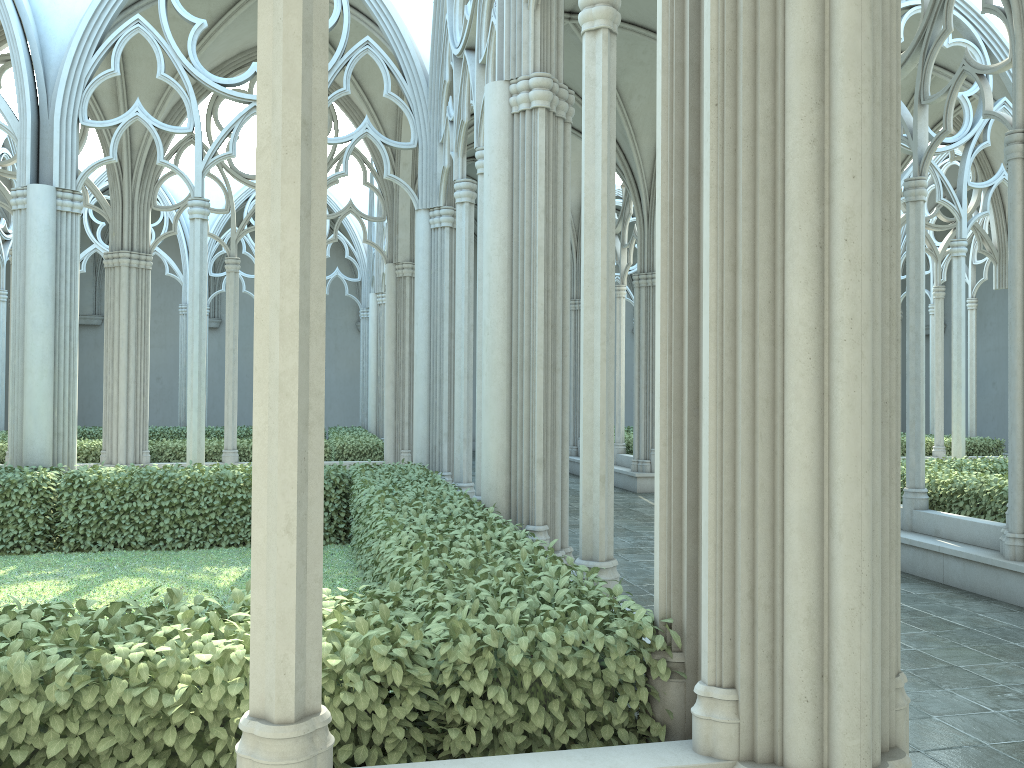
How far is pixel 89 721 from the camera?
2.8m

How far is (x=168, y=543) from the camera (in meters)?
9.38

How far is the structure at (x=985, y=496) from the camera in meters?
8.8 m

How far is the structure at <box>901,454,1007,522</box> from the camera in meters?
8.8 m

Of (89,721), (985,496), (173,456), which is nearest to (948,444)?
(985,496)

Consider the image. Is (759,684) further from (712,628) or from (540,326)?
(540,326)

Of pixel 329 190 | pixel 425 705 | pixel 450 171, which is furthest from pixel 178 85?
pixel 329 190

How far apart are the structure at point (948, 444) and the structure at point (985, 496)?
6.24m

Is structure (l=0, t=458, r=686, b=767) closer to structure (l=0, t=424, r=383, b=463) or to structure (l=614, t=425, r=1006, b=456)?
structure (l=0, t=424, r=383, b=463)

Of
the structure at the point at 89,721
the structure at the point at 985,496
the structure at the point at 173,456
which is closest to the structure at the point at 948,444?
the structure at the point at 173,456
